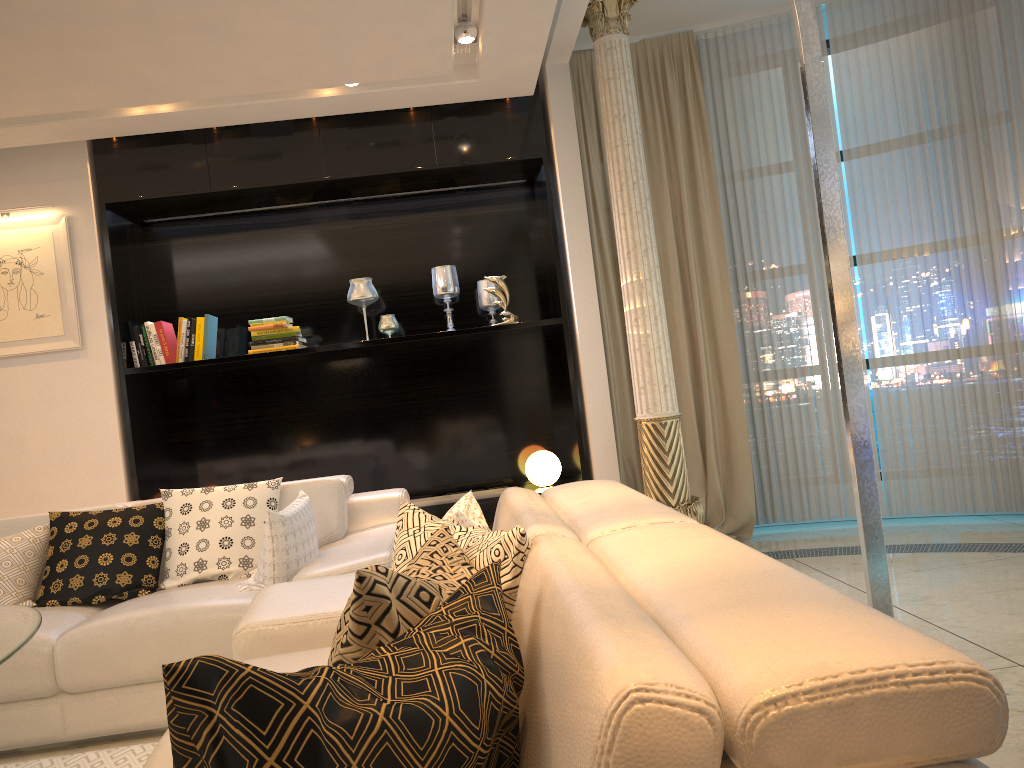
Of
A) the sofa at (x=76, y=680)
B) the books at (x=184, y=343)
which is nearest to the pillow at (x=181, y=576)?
the sofa at (x=76, y=680)

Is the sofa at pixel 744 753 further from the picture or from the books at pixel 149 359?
the picture

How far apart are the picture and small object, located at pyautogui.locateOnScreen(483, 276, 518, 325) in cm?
226

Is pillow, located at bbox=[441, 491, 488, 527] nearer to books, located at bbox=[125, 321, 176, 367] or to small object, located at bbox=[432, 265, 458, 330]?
small object, located at bbox=[432, 265, 458, 330]

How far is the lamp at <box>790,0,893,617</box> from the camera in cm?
167

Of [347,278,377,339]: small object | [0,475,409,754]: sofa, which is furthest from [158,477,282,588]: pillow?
[347,278,377,339]: small object

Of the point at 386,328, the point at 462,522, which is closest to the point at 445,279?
the point at 386,328

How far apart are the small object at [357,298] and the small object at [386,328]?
0.1m

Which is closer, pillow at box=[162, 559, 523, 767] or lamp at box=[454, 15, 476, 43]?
pillow at box=[162, 559, 523, 767]

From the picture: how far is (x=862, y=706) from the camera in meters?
0.8
